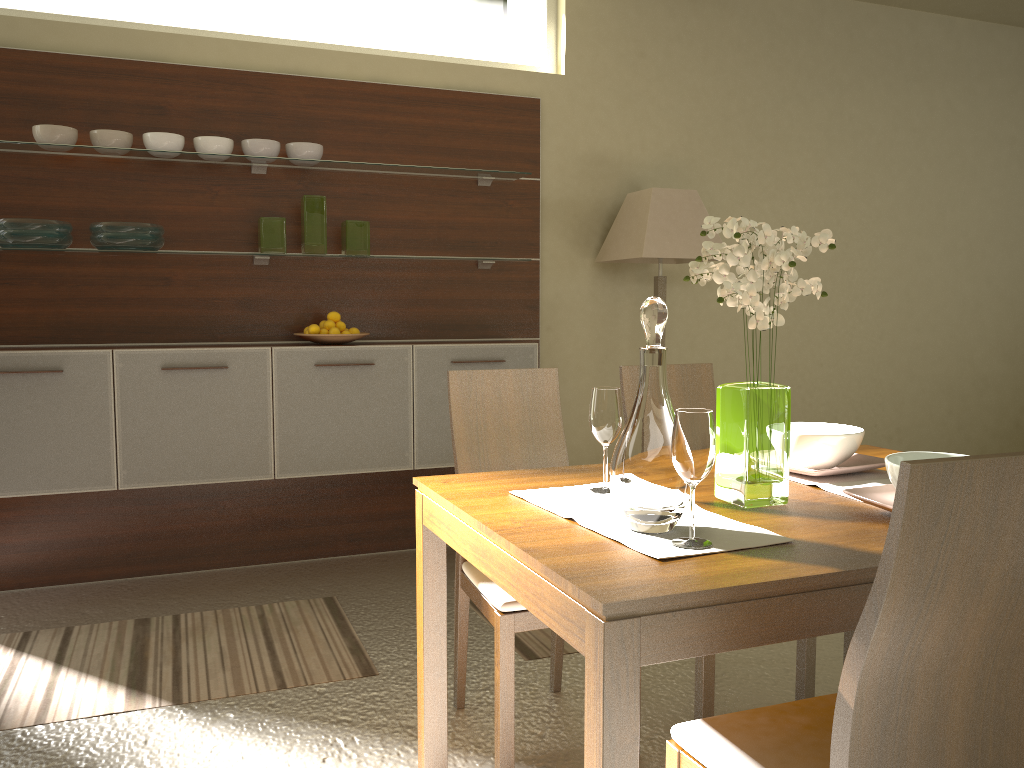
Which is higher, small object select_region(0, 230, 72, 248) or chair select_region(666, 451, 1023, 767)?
small object select_region(0, 230, 72, 248)

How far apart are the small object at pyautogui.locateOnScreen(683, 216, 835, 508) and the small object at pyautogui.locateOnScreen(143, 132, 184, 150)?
2.6m

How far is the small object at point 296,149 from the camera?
3.9m

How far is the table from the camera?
1.27m

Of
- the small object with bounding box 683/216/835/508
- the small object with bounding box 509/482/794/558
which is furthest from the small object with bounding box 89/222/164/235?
the small object with bounding box 683/216/835/508

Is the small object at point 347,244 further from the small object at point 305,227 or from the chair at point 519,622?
the chair at point 519,622

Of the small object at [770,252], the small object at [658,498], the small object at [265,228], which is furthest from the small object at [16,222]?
the small object at [658,498]

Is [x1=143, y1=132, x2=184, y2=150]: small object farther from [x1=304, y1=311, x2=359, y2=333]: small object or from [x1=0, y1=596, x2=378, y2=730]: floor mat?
[x1=0, y1=596, x2=378, y2=730]: floor mat

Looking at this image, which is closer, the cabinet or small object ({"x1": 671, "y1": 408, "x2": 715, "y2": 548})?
small object ({"x1": 671, "y1": 408, "x2": 715, "y2": 548})

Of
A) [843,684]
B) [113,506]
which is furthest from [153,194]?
[843,684]
